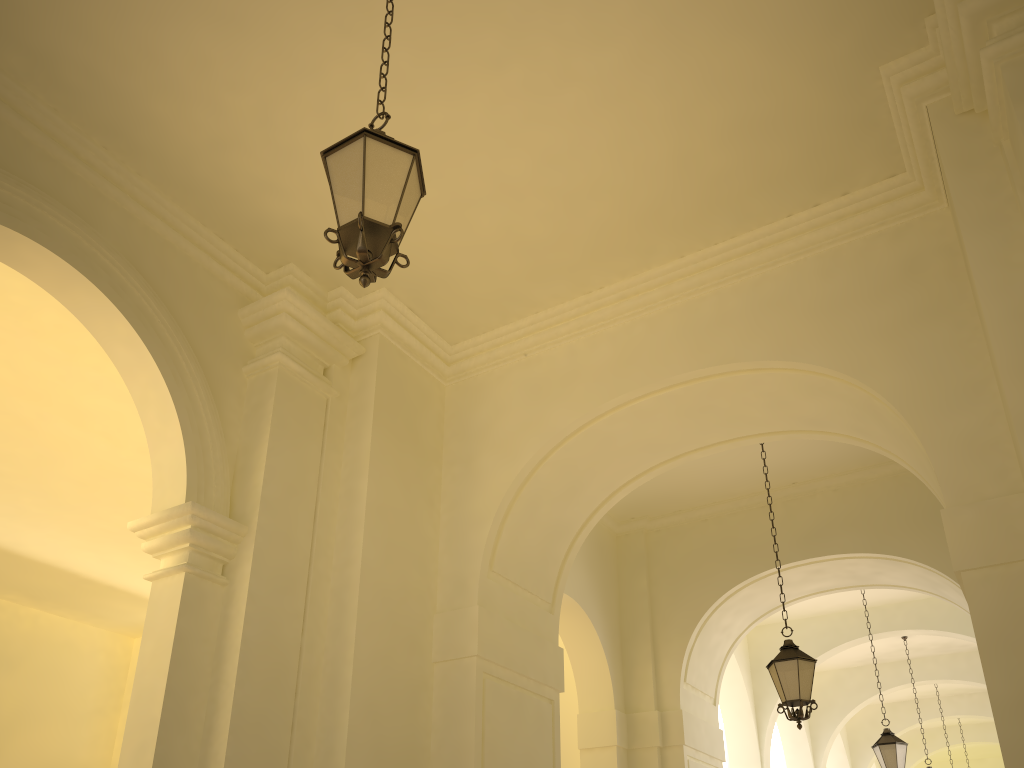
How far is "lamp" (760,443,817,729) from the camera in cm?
812

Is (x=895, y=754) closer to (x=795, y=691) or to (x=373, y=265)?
(x=795, y=691)

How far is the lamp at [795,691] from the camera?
8.1m

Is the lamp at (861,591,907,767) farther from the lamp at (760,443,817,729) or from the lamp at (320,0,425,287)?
the lamp at (320,0,425,287)

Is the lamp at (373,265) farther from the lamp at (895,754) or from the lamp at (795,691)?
the lamp at (895,754)

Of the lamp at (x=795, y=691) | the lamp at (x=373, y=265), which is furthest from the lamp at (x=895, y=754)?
the lamp at (x=373, y=265)

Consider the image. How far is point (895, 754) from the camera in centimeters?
1185cm

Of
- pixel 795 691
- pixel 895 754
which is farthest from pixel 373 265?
pixel 895 754

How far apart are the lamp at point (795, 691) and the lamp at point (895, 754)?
4.8m

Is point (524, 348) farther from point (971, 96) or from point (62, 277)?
point (971, 96)
